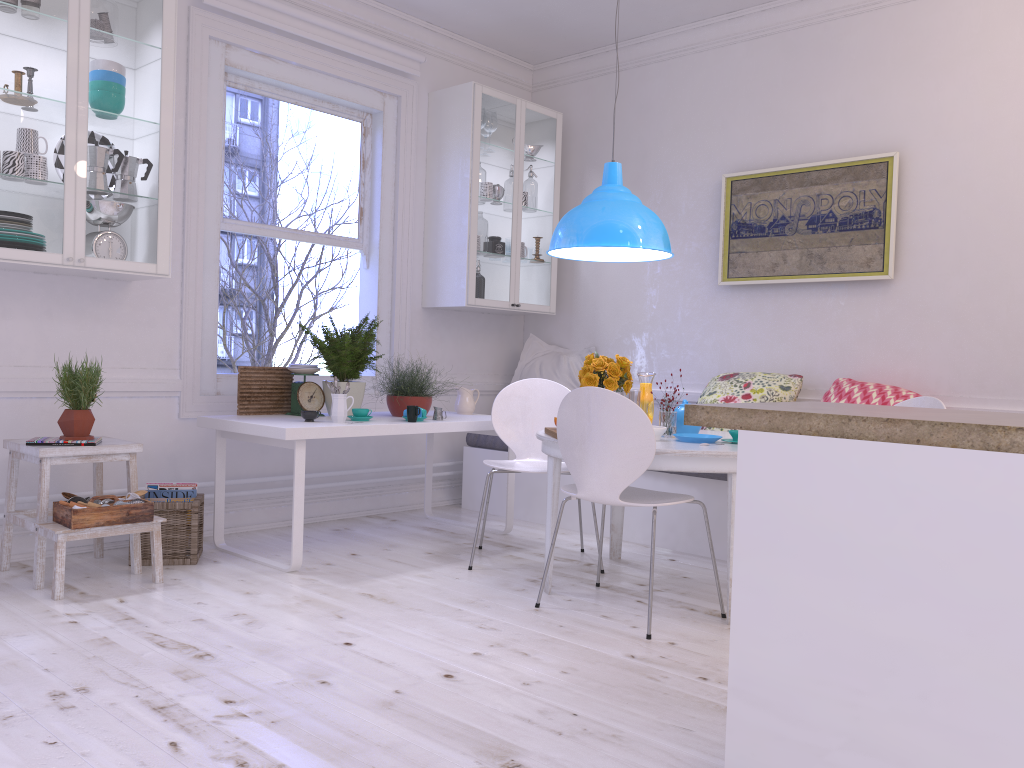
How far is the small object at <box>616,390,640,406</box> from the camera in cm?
380

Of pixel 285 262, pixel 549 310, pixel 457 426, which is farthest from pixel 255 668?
pixel 285 262

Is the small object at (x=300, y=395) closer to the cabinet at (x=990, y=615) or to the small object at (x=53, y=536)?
the small object at (x=53, y=536)

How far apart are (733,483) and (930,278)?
1.92m

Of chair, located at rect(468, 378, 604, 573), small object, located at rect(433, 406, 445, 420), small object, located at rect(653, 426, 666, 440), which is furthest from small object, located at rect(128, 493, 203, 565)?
small object, located at rect(653, 426, 666, 440)

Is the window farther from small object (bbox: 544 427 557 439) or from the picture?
the picture

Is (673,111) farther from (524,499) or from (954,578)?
(954,578)

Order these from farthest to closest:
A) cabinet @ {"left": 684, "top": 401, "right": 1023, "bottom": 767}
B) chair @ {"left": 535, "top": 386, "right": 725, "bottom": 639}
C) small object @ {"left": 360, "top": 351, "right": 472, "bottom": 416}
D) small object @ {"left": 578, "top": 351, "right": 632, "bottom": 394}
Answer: small object @ {"left": 360, "top": 351, "right": 472, "bottom": 416}, small object @ {"left": 578, "top": 351, "right": 632, "bottom": 394}, chair @ {"left": 535, "top": 386, "right": 725, "bottom": 639}, cabinet @ {"left": 684, "top": 401, "right": 1023, "bottom": 767}

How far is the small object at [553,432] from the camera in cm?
348

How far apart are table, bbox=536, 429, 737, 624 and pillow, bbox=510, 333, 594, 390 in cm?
163
